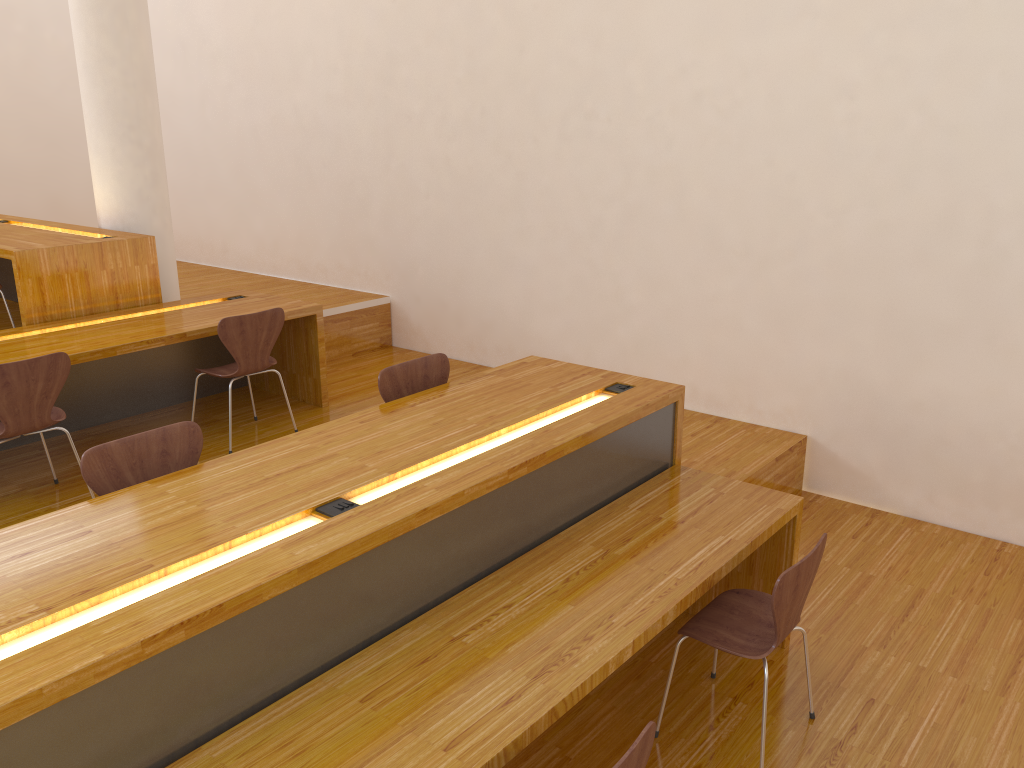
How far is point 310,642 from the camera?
2.2 meters

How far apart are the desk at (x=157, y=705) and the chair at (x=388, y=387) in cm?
12

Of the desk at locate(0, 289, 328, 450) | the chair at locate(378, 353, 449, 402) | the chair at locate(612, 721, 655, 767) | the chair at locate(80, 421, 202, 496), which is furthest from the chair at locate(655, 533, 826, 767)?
the desk at locate(0, 289, 328, 450)

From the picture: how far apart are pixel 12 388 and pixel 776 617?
2.98m

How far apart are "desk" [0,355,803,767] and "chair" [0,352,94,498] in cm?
136

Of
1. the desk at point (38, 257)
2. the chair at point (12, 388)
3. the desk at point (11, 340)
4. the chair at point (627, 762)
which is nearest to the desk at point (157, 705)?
the chair at point (627, 762)

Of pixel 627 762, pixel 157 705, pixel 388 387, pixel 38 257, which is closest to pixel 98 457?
pixel 157 705

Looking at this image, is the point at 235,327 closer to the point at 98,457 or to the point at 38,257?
the point at 38,257

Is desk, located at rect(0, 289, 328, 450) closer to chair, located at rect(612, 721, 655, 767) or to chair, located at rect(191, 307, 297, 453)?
chair, located at rect(191, 307, 297, 453)

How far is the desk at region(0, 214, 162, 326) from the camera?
4.53m
